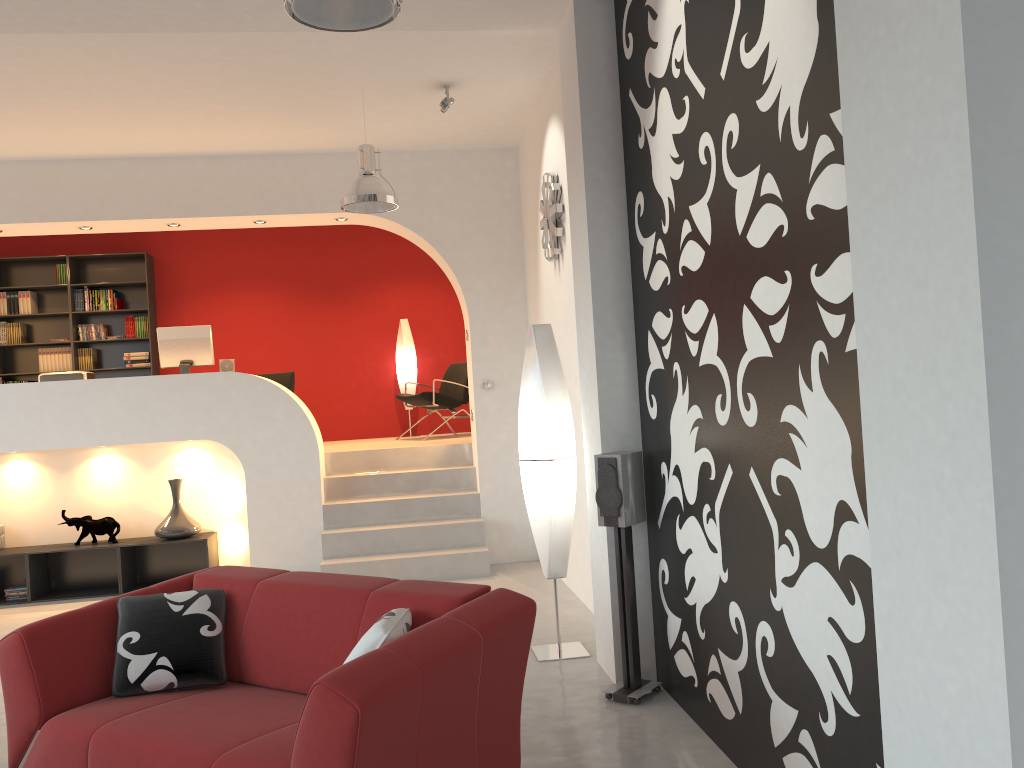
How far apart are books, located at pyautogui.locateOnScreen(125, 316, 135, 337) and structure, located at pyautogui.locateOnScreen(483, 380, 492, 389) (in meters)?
4.64

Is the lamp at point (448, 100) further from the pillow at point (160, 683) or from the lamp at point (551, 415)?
the pillow at point (160, 683)

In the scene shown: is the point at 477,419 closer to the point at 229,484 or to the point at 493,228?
the point at 493,228

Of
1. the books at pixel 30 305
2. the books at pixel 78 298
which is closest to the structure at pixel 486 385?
the books at pixel 78 298

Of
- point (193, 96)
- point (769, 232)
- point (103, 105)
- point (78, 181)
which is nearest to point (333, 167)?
point (193, 96)

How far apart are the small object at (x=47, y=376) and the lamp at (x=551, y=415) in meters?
4.6 m

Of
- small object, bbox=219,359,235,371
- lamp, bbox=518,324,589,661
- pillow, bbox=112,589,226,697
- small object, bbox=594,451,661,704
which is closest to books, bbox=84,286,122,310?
small object, bbox=219,359,235,371

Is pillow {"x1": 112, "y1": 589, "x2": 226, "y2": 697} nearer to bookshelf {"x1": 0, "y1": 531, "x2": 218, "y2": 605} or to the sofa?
the sofa

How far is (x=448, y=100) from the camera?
5.9 meters

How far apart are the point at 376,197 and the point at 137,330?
5.3m
